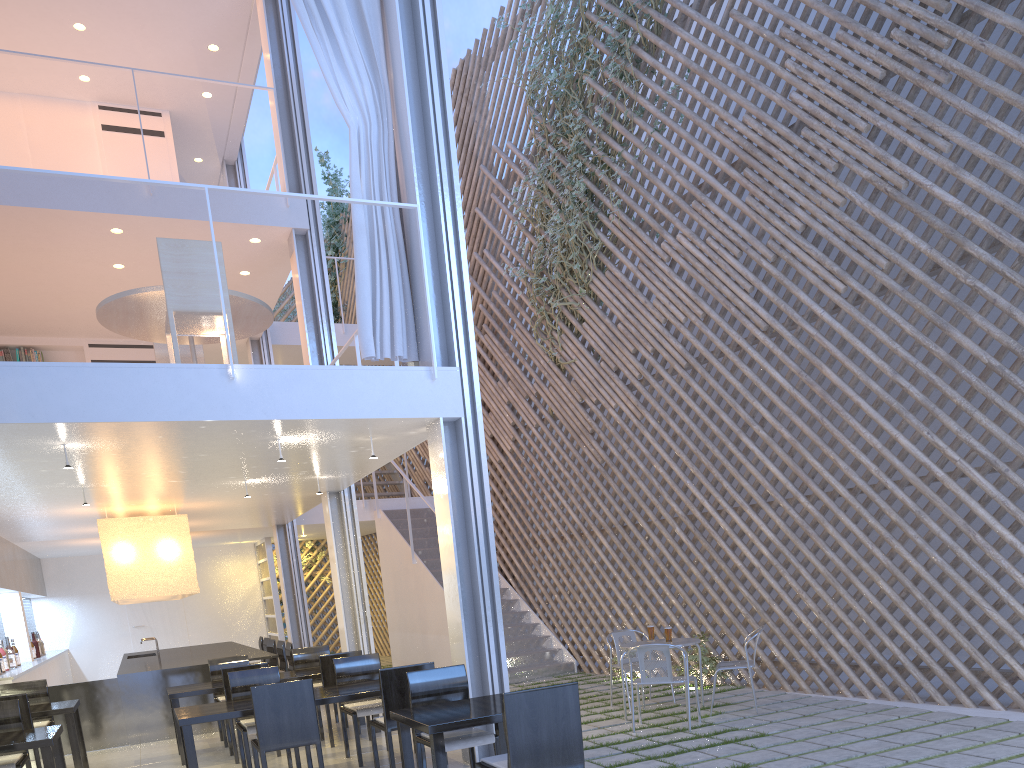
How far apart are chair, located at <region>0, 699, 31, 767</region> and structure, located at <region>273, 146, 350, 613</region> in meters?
6.4

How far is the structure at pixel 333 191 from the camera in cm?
865

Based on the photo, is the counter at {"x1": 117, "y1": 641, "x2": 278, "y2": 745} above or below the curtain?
below

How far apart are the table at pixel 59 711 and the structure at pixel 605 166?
3.1m

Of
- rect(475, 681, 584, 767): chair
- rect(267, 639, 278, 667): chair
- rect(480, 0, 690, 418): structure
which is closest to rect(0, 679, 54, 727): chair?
rect(267, 639, 278, 667): chair

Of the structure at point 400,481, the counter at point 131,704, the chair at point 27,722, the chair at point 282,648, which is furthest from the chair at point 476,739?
the structure at point 400,481

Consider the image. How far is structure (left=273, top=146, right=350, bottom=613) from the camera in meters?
A: 8.7

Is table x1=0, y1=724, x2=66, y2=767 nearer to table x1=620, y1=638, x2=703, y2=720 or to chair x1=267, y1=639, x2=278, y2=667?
table x1=620, y1=638, x2=703, y2=720

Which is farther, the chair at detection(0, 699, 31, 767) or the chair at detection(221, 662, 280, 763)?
the chair at detection(221, 662, 280, 763)

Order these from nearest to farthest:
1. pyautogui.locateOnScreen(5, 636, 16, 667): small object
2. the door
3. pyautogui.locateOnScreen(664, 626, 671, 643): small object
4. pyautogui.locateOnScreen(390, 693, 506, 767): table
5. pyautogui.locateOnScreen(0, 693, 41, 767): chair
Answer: pyautogui.locateOnScreen(390, 693, 506, 767): table → pyautogui.locateOnScreen(0, 693, 41, 767): chair → pyautogui.locateOnScreen(664, 626, 671, 643): small object → pyautogui.locateOnScreen(5, 636, 16, 667): small object → the door
